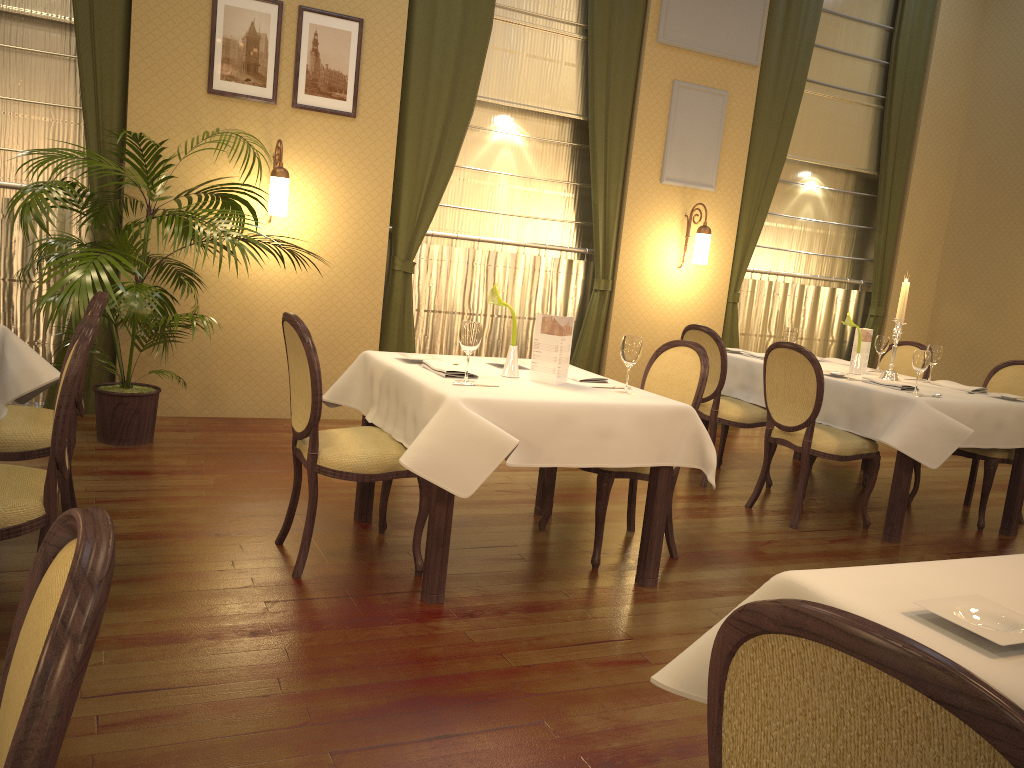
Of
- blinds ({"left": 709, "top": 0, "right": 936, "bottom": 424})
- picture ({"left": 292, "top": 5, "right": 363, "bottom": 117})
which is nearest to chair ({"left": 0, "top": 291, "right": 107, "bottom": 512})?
picture ({"left": 292, "top": 5, "right": 363, "bottom": 117})

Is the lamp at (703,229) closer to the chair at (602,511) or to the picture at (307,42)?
the picture at (307,42)

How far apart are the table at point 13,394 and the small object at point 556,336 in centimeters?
193cm

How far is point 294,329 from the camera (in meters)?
3.17

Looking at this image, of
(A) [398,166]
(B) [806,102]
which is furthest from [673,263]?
(A) [398,166]

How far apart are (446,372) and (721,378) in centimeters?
232cm

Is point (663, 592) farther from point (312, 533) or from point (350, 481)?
point (350, 481)

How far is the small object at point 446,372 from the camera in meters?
3.4

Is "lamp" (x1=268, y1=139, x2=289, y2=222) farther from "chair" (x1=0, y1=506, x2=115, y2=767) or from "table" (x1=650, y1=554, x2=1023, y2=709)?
"chair" (x1=0, y1=506, x2=115, y2=767)

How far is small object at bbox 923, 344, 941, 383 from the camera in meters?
5.3
